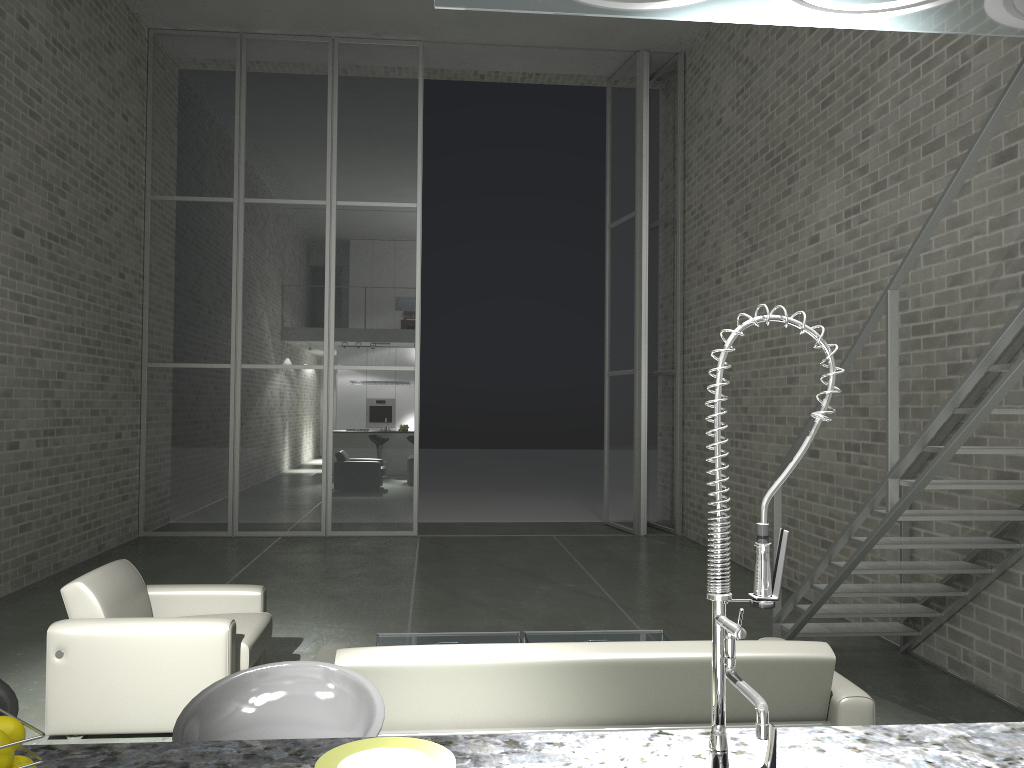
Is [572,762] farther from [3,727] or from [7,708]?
[7,708]

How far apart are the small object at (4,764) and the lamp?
1.1 meters

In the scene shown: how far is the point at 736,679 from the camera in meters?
1.2 m

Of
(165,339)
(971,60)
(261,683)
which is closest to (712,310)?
(971,60)

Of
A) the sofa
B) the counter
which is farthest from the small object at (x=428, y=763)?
the sofa

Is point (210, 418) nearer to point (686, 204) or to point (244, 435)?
point (244, 435)

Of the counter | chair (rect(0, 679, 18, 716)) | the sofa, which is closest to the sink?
the counter

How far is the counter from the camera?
1.46m

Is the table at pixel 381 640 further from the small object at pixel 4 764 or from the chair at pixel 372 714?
the small object at pixel 4 764

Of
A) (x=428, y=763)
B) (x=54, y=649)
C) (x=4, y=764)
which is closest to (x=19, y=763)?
(x=4, y=764)
